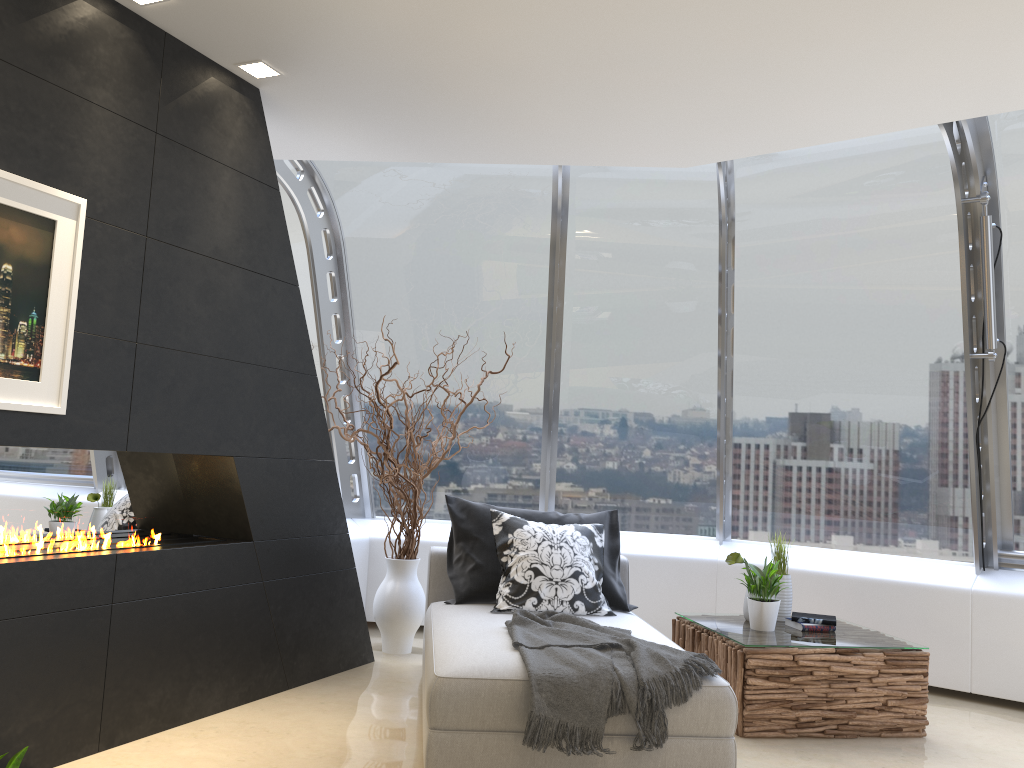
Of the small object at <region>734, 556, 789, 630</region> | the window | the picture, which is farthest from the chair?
the picture

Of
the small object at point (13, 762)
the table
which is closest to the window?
the table

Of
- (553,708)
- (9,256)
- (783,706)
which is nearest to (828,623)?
(783,706)

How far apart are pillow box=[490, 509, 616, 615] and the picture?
2.20m

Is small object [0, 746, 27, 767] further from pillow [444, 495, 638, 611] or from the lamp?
the lamp

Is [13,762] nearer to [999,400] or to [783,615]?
[783,615]

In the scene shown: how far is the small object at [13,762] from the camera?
1.9 meters

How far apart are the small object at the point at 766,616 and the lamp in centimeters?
337cm

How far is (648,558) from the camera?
6.0 meters

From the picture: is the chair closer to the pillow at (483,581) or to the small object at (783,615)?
the pillow at (483,581)
